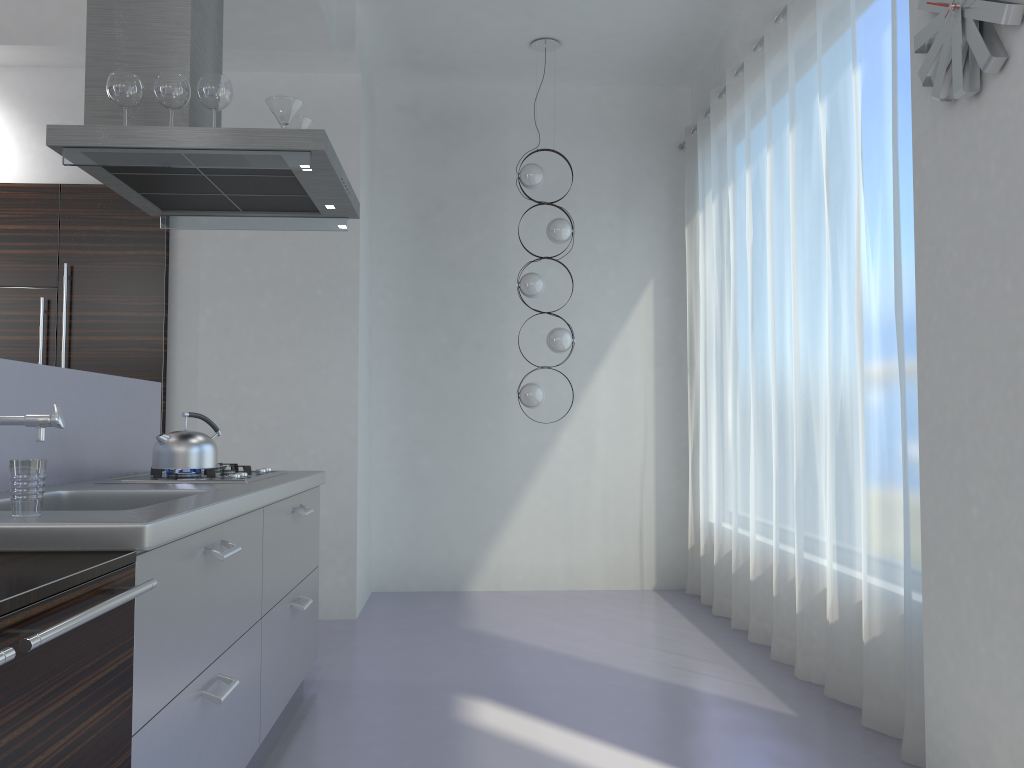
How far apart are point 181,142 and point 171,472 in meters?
1.1 m

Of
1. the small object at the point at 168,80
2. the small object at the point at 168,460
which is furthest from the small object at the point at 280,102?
the small object at the point at 168,460

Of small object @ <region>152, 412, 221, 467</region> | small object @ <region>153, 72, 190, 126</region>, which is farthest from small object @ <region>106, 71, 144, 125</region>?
small object @ <region>152, 412, 221, 467</region>

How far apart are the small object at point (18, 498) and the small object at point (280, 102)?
1.7 meters

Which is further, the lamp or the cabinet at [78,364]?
the lamp

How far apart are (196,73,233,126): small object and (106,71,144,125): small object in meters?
0.2 m

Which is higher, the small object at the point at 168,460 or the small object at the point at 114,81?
the small object at the point at 114,81

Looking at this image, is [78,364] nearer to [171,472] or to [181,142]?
[171,472]

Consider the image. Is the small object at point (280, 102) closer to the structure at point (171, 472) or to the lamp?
the structure at point (171, 472)

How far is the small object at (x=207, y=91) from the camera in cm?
304
